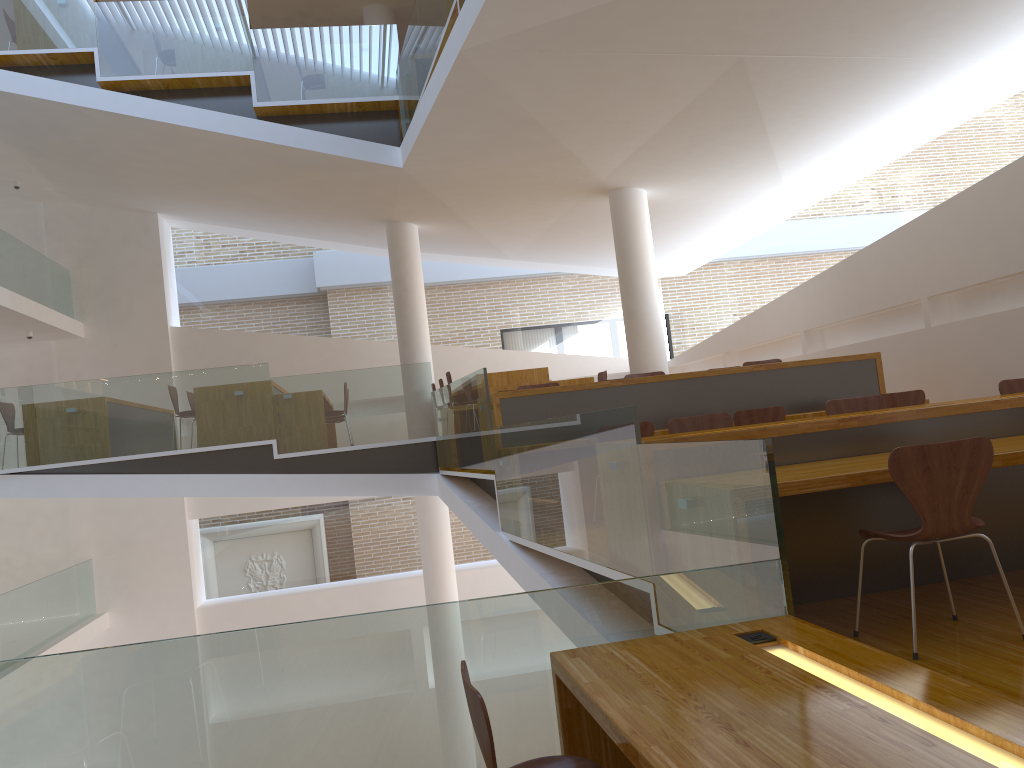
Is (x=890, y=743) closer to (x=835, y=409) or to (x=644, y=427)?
(x=835, y=409)

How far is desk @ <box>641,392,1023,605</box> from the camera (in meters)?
3.61

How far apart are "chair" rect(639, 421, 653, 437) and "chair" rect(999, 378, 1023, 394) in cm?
215

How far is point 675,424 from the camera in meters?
5.1 m

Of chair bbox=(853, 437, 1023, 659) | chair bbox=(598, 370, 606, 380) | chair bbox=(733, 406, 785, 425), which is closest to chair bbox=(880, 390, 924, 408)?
chair bbox=(733, 406, 785, 425)

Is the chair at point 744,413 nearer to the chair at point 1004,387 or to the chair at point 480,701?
the chair at point 1004,387

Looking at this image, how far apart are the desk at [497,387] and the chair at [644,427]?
3.5m

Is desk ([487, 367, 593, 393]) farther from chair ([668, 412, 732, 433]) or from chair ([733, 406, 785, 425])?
chair ([668, 412, 732, 433])

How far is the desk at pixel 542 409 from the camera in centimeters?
667cm

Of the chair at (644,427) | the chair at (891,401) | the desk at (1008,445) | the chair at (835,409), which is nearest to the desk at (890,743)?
the desk at (1008,445)
